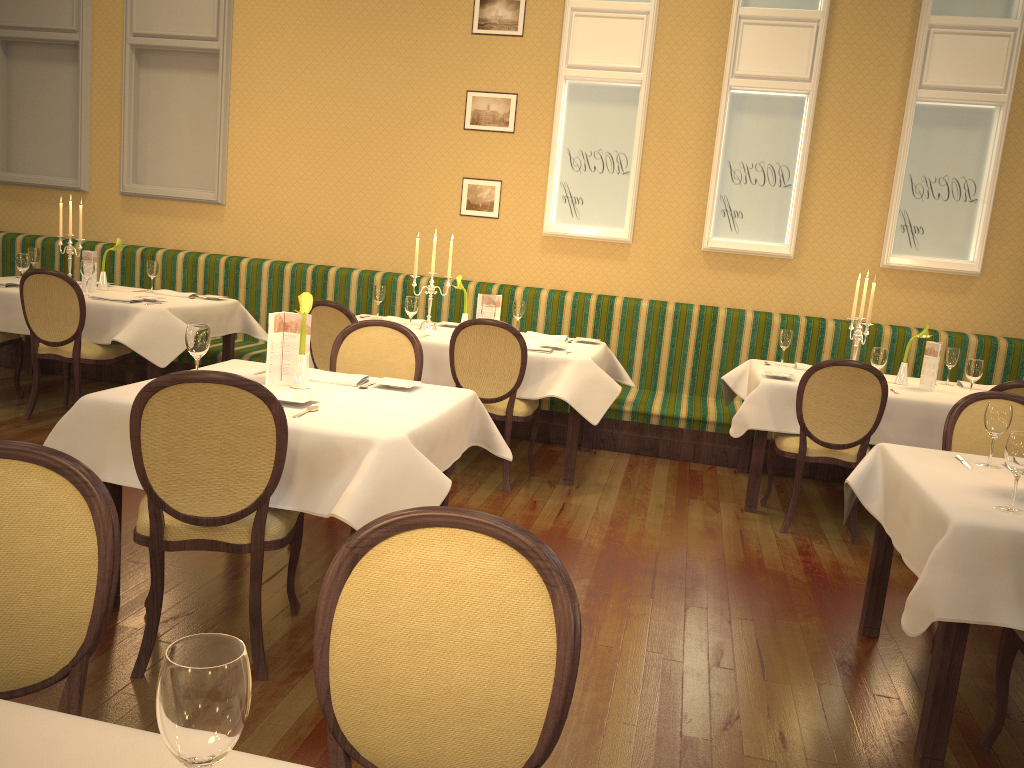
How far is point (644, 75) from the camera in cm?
646

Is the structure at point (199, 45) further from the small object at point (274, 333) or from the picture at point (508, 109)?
the small object at point (274, 333)

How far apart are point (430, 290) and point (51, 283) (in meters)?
2.26

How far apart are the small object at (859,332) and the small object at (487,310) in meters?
2.1 m

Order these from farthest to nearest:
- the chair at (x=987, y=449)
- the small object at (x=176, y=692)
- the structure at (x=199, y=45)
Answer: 1. the structure at (x=199, y=45)
2. the chair at (x=987, y=449)
3. the small object at (x=176, y=692)

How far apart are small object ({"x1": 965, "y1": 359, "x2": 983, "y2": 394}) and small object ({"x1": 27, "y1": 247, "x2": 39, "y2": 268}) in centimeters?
628cm

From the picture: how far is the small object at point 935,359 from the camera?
5.0m

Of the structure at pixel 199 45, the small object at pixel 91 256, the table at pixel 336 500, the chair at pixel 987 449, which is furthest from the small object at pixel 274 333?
the structure at pixel 199 45

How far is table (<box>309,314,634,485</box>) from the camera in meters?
4.9 m

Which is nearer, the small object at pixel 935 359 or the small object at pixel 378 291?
the small object at pixel 935 359
